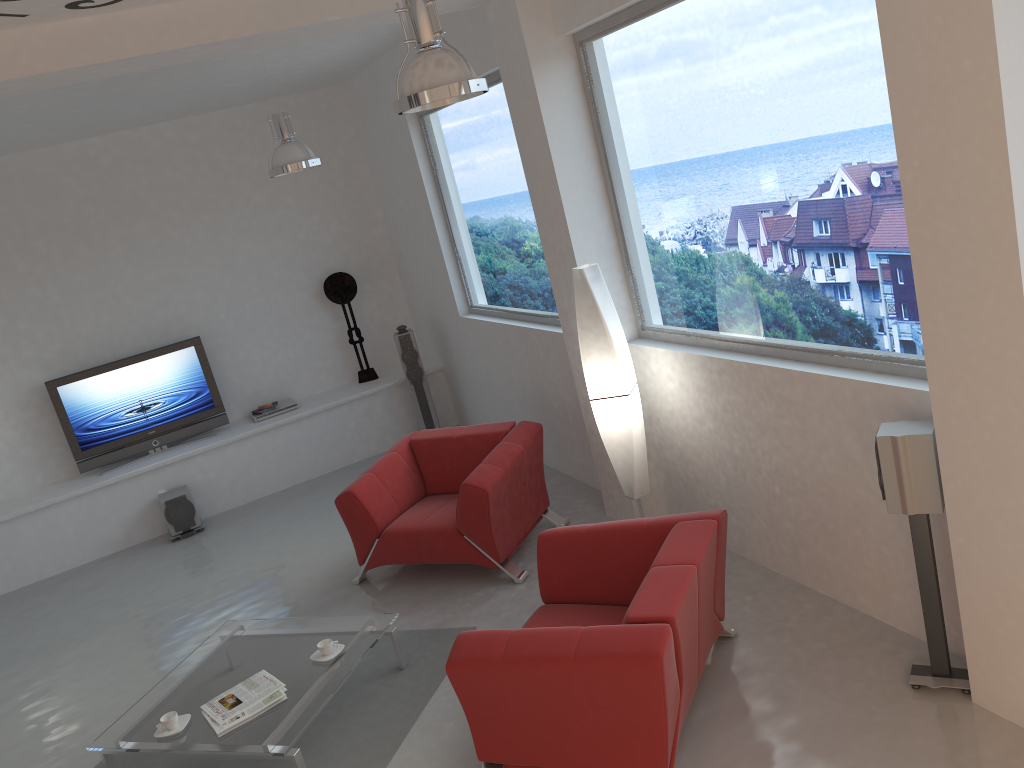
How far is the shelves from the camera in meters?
7.6

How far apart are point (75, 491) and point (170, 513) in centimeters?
82cm

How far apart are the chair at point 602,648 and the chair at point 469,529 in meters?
1.0

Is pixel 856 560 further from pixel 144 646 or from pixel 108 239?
pixel 108 239

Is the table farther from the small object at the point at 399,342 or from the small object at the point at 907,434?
the small object at the point at 399,342

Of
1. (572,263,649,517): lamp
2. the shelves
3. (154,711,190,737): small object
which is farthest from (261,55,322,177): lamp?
(154,711,190,737): small object

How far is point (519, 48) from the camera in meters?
5.0 m

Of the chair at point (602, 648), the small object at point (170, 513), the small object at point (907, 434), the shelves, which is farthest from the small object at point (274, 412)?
the small object at point (907, 434)

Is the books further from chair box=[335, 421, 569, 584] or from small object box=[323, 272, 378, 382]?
small object box=[323, 272, 378, 382]

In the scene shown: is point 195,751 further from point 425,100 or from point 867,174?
point 867,174
